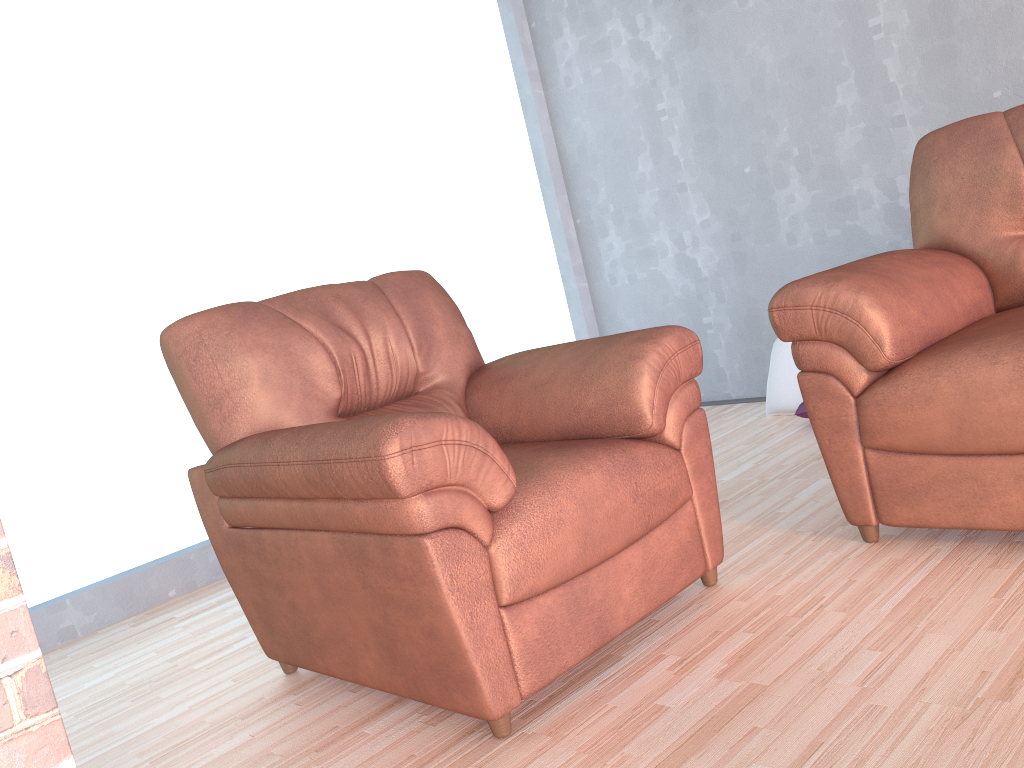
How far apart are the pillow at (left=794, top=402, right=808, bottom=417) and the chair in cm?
158

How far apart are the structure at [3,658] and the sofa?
1.70m

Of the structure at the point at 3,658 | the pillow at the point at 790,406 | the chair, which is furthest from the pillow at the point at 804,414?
the structure at the point at 3,658

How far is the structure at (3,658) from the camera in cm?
89

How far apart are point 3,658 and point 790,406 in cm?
330

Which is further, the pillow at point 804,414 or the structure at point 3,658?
the pillow at point 804,414

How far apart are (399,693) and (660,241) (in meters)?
3.12

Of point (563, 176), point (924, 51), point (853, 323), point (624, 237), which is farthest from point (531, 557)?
point (563, 176)

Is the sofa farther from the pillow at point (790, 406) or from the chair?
the pillow at point (790, 406)

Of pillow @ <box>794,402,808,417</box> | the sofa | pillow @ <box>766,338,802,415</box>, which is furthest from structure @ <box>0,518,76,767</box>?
pillow @ <box>766,338,802,415</box>
